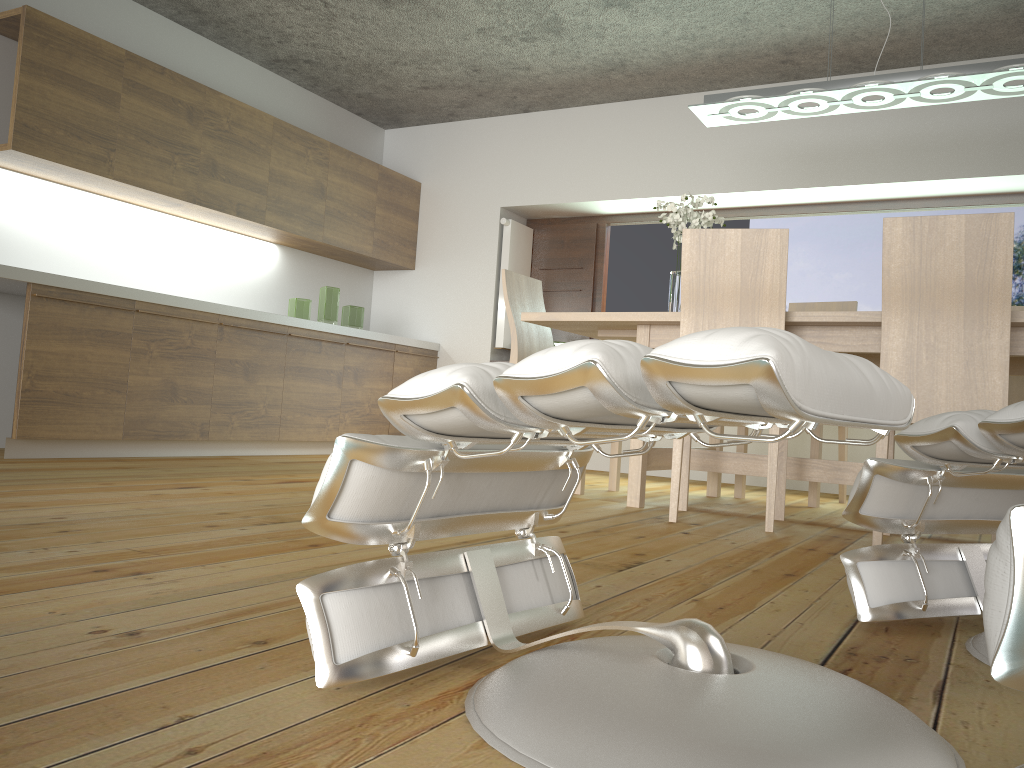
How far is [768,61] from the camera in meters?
5.1 m

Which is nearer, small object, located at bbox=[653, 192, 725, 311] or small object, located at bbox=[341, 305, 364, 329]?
small object, located at bbox=[653, 192, 725, 311]

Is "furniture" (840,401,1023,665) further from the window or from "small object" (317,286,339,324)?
"small object" (317,286,339,324)

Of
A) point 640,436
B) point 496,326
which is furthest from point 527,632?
point 496,326

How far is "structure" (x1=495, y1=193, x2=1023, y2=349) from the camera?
5.5 meters

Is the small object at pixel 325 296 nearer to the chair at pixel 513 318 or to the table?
the chair at pixel 513 318

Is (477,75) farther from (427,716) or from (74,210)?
(427,716)

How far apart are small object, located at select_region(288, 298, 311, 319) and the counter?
→ 0.2m

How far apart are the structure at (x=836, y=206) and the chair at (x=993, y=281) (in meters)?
2.76

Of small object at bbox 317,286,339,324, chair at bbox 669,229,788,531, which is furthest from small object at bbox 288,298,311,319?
chair at bbox 669,229,788,531
